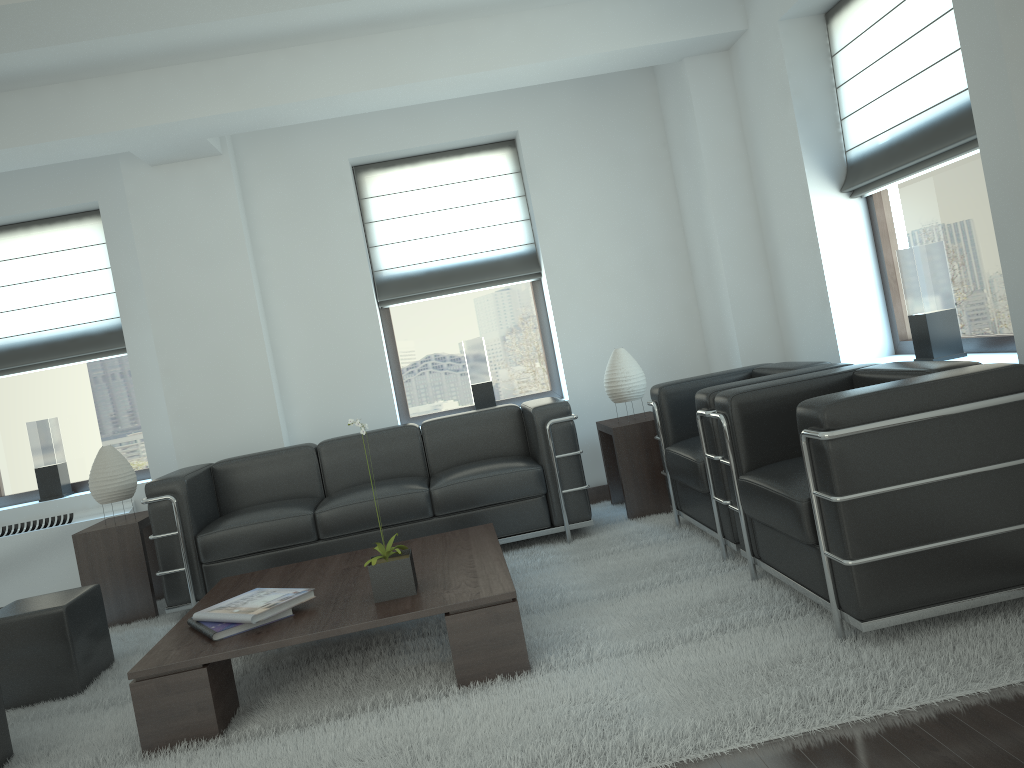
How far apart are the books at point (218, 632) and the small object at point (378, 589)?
0.5 meters

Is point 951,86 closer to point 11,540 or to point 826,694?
point 826,694

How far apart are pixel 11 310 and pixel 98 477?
2.5 meters

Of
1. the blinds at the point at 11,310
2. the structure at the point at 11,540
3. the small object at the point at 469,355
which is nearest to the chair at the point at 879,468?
the small object at the point at 469,355

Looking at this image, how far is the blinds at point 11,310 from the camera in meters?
8.7 m

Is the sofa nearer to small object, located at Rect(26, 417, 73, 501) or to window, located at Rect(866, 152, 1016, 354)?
small object, located at Rect(26, 417, 73, 501)

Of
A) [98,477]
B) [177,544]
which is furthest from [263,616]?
[98,477]

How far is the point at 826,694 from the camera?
3.61m

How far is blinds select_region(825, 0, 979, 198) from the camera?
5.45m

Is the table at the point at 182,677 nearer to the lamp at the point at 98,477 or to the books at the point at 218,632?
the books at the point at 218,632
